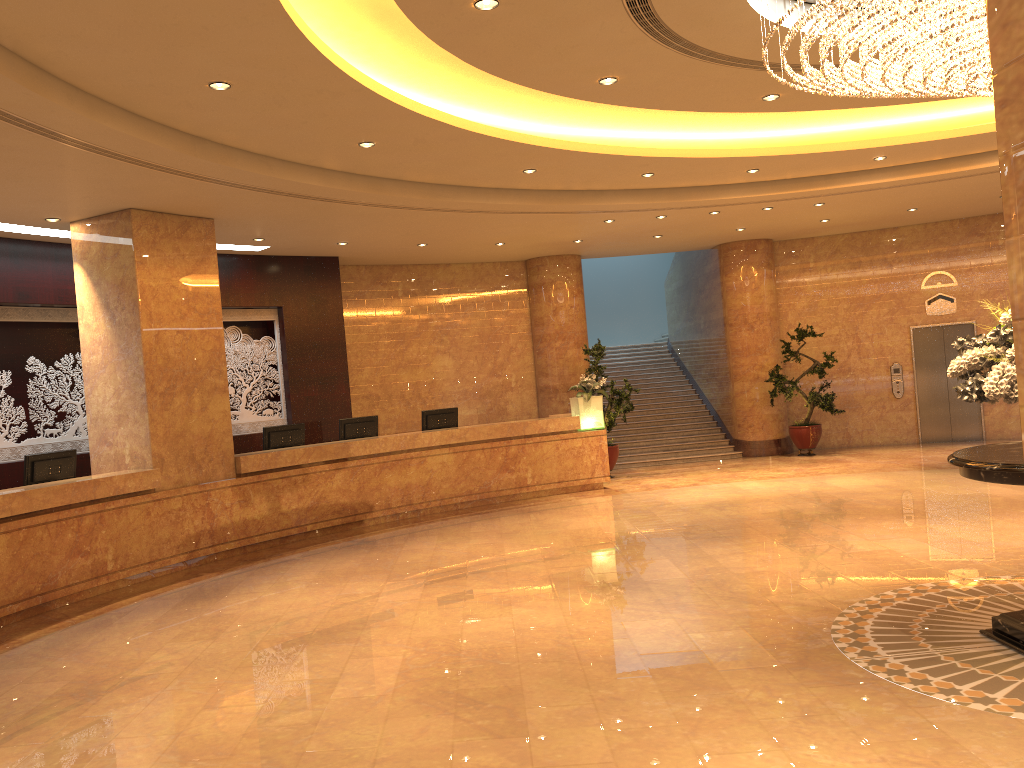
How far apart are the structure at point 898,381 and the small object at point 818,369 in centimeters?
147cm

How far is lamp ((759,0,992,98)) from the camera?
4.78m

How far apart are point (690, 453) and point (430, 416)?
5.8 meters

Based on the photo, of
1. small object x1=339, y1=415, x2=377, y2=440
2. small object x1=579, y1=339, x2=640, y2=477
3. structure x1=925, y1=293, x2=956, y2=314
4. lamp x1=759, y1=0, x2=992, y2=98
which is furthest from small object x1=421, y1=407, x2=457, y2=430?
structure x1=925, y1=293, x2=956, y2=314

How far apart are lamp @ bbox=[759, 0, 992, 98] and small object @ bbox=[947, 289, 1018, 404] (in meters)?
1.38

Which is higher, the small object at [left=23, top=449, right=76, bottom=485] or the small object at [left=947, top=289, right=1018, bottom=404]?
the small object at [left=947, top=289, right=1018, bottom=404]

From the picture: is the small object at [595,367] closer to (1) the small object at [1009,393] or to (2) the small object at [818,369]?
(2) the small object at [818,369]

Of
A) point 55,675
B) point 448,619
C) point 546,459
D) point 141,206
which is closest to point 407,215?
point 141,206

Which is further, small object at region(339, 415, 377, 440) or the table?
small object at region(339, 415, 377, 440)

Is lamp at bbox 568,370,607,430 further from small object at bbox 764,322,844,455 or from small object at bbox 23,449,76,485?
small object at bbox 23,449,76,485
